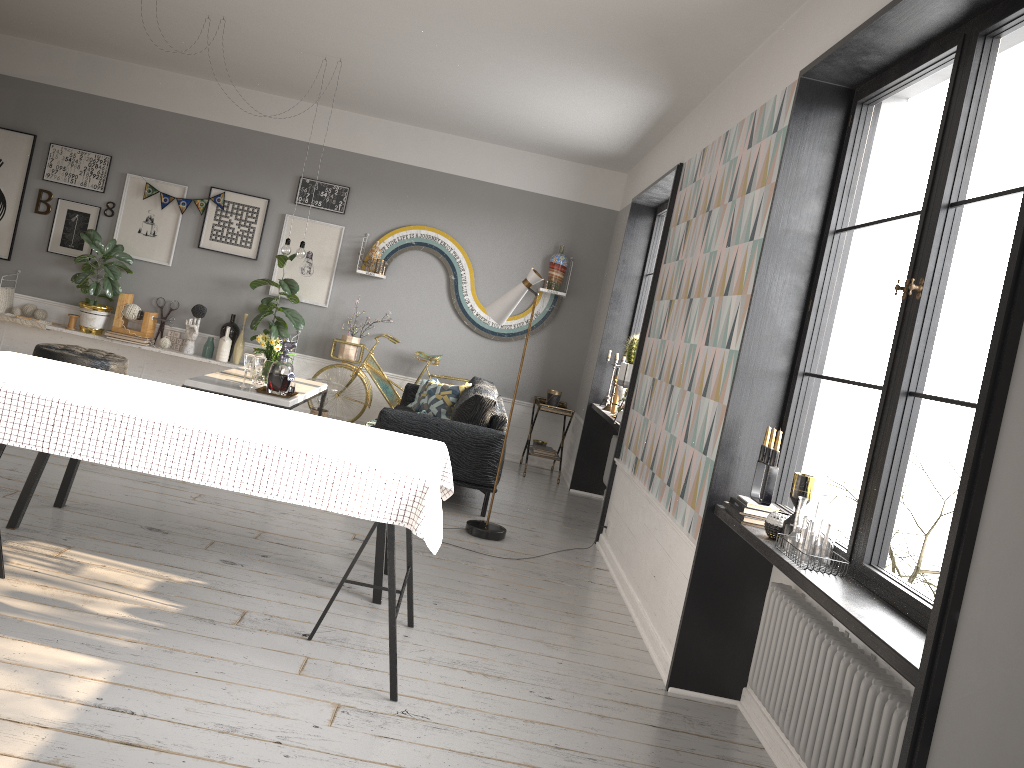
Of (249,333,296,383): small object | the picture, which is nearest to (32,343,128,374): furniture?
the picture

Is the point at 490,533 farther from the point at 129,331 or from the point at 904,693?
the point at 129,331

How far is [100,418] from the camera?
2.9m

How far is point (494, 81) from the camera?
6.2 meters

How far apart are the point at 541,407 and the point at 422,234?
2.1m

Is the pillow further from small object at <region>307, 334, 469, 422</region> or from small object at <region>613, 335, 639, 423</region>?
small object at <region>613, 335, 639, 423</region>

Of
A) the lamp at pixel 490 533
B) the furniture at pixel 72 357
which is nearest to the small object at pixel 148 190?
the furniture at pixel 72 357

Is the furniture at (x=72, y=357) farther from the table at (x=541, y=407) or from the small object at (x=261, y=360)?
the table at (x=541, y=407)

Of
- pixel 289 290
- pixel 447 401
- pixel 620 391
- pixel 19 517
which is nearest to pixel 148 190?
pixel 289 290

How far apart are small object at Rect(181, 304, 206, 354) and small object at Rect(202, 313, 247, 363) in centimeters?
13cm
